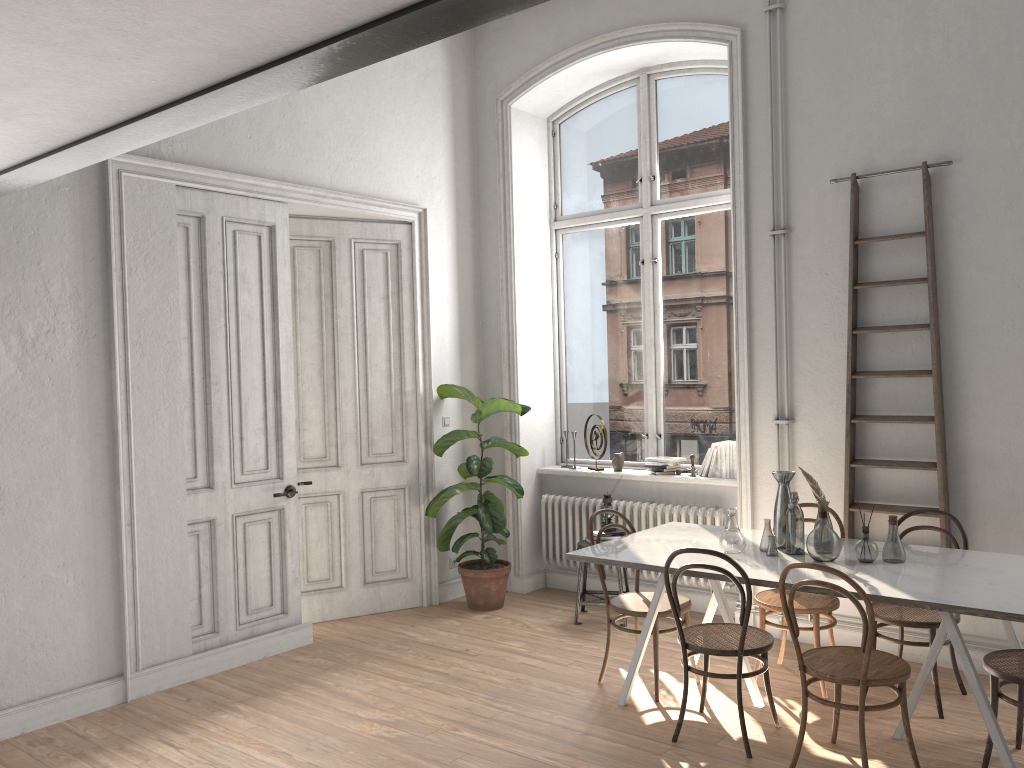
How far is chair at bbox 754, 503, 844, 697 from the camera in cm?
455

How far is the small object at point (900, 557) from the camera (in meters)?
4.05

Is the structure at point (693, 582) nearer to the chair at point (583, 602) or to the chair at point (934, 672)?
the chair at point (583, 602)

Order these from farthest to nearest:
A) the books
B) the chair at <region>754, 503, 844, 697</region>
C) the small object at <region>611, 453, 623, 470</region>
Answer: the small object at <region>611, 453, 623, 470</region>
the books
the chair at <region>754, 503, 844, 697</region>

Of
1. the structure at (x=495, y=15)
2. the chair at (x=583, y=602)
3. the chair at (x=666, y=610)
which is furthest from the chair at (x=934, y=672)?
the structure at (x=495, y=15)

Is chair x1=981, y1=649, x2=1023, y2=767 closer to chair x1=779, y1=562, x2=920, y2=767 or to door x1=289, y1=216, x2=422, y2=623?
chair x1=779, y1=562, x2=920, y2=767

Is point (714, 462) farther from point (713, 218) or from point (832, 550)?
→ point (832, 550)

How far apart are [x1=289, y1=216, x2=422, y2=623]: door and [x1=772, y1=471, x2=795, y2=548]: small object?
2.9m

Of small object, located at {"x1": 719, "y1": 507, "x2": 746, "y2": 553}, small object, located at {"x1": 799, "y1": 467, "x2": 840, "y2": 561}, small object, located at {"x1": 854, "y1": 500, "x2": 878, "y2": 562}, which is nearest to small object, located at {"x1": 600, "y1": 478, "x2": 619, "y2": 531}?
small object, located at {"x1": 719, "y1": 507, "x2": 746, "y2": 553}

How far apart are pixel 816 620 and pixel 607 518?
1.77m
